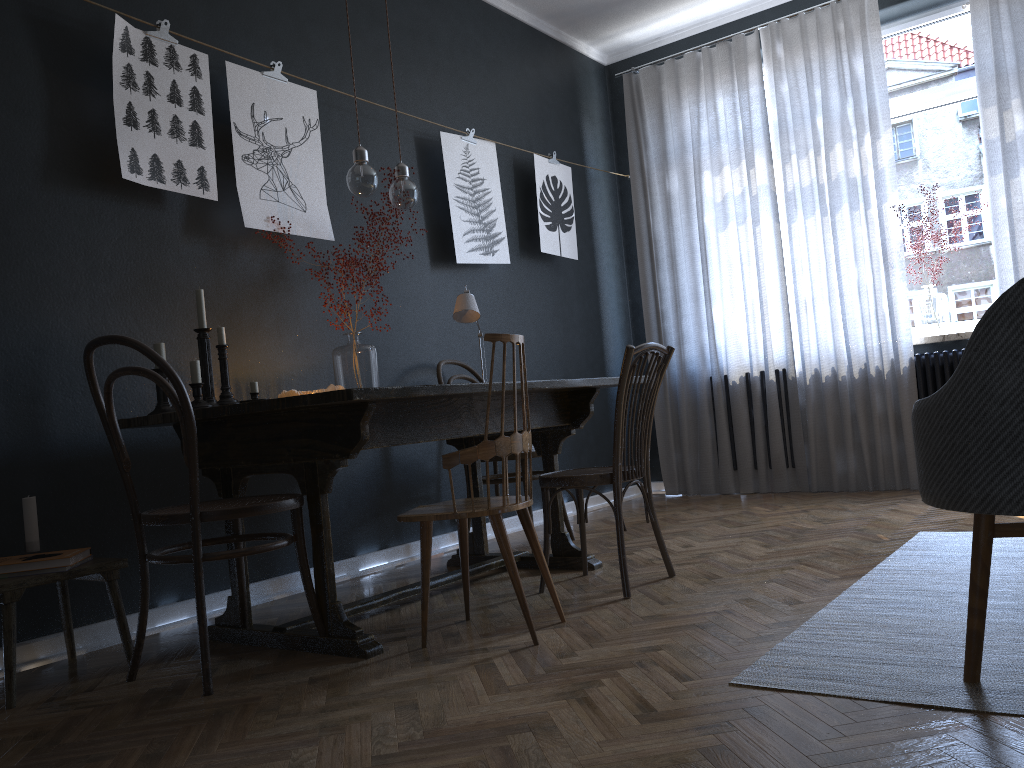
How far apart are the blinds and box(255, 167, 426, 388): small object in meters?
2.5 m

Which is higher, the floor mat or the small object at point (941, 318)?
the small object at point (941, 318)

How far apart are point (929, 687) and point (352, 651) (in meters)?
1.43

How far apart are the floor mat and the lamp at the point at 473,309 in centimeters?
181cm

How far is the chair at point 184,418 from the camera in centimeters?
221cm

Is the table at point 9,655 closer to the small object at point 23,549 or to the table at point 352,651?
the small object at point 23,549

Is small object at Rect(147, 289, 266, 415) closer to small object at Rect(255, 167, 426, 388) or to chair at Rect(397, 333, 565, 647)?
small object at Rect(255, 167, 426, 388)

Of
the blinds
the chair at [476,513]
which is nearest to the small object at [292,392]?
the chair at [476,513]

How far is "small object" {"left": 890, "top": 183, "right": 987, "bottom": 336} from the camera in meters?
4.9

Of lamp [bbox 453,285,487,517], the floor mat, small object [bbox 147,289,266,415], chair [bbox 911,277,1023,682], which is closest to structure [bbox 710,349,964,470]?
the floor mat
